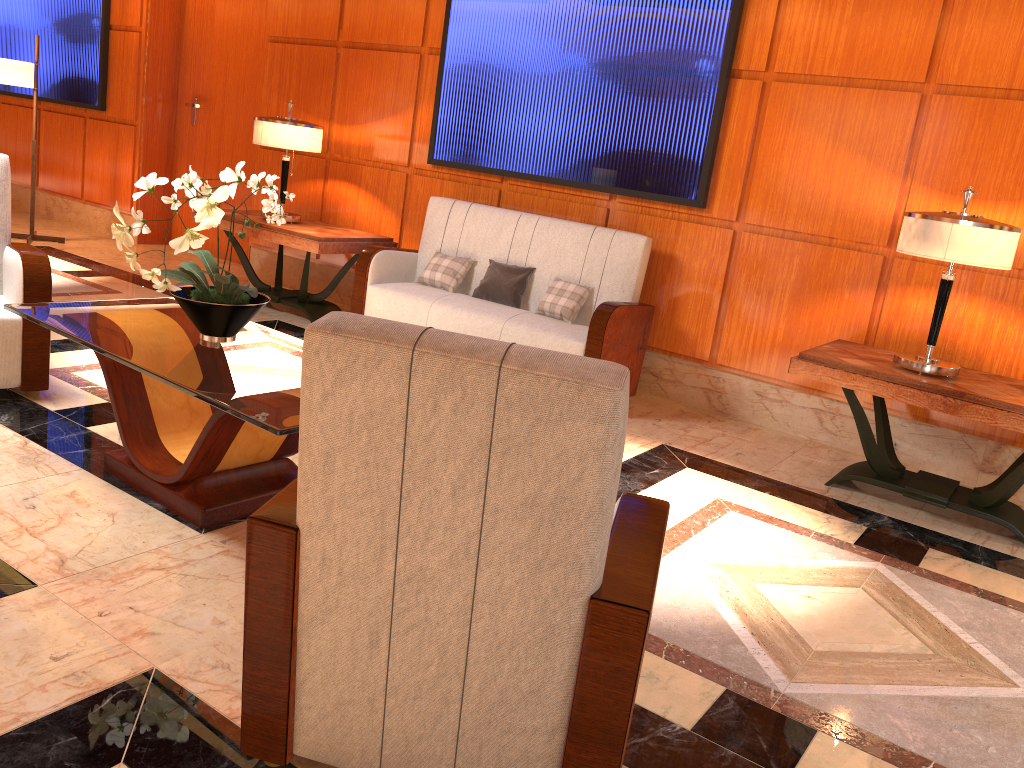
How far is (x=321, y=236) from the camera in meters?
5.5

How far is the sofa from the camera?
4.8 meters

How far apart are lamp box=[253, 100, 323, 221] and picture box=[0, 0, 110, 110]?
3.1 meters

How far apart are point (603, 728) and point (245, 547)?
1.51m

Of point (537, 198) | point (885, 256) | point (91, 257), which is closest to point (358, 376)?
point (885, 256)

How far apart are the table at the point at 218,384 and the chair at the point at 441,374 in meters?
0.6 m

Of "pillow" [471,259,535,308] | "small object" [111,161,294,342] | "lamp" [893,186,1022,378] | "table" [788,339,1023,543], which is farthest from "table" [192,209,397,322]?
"lamp" [893,186,1022,378]

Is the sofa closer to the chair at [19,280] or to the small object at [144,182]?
the small object at [144,182]

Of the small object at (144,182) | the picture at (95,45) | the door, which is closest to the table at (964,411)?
the small object at (144,182)

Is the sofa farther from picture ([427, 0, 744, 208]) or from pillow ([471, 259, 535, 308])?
picture ([427, 0, 744, 208])
